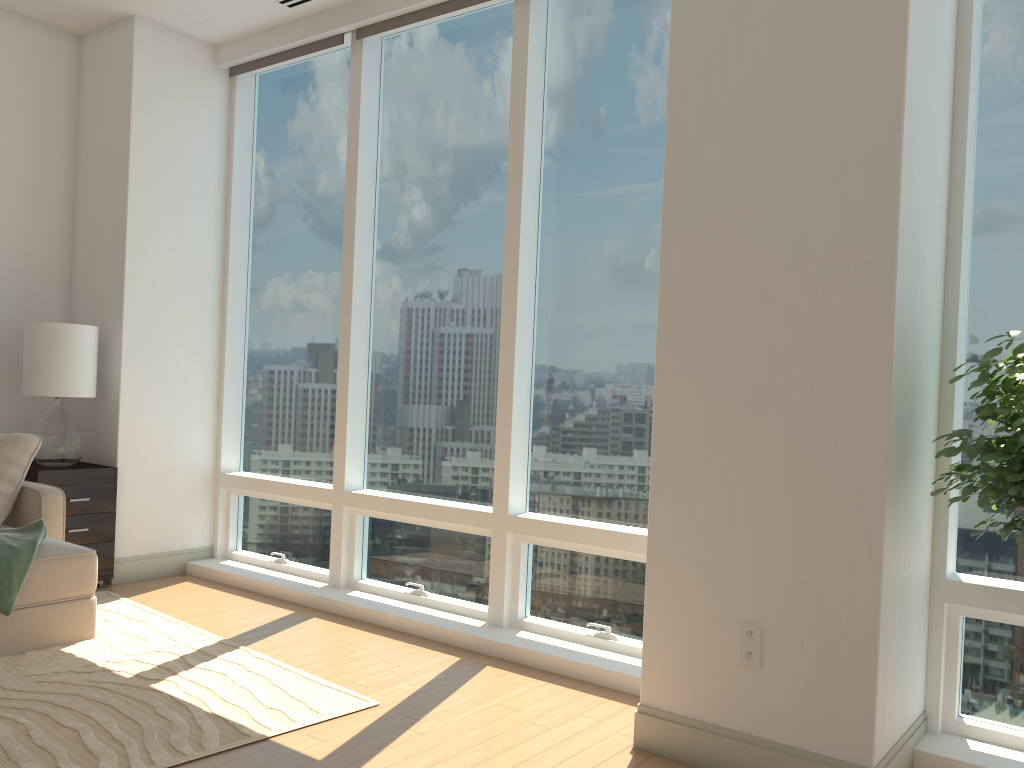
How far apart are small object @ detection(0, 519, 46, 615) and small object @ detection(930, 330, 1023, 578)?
3.64m

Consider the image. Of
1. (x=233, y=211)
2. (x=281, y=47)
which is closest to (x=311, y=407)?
(x=233, y=211)

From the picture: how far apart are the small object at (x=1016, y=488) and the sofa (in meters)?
3.61

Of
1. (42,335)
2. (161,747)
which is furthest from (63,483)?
(161,747)

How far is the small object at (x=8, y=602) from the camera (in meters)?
3.76

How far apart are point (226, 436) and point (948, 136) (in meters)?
4.50

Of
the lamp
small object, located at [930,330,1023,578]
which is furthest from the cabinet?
small object, located at [930,330,1023,578]

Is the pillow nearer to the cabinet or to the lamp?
the cabinet

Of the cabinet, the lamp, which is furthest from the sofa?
the lamp

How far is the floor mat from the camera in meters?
2.9 m
